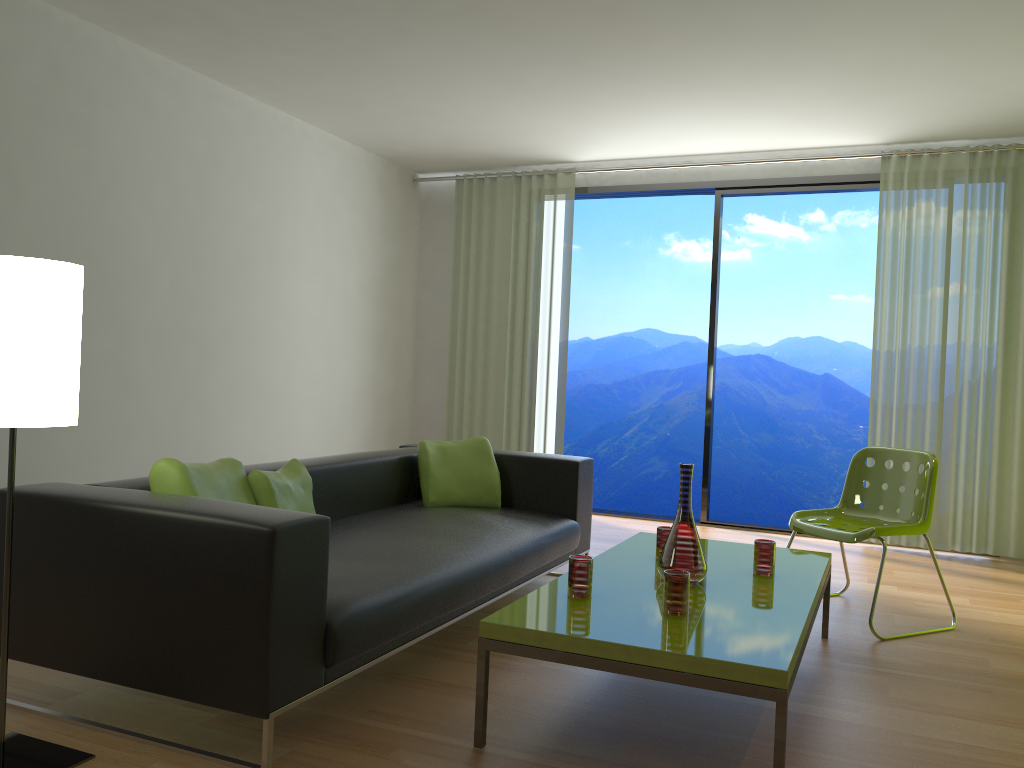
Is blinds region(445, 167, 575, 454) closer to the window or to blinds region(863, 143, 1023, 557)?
the window

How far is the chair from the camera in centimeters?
383cm

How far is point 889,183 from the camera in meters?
5.8

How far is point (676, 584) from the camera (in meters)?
2.55

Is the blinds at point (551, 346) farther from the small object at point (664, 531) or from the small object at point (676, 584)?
the small object at point (676, 584)

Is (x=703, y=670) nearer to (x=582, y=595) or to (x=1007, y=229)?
(x=582, y=595)

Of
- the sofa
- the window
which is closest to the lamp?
the sofa

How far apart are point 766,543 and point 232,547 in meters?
1.9 m

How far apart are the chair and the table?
0.2m

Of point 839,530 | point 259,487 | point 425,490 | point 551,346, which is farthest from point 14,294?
point 551,346
